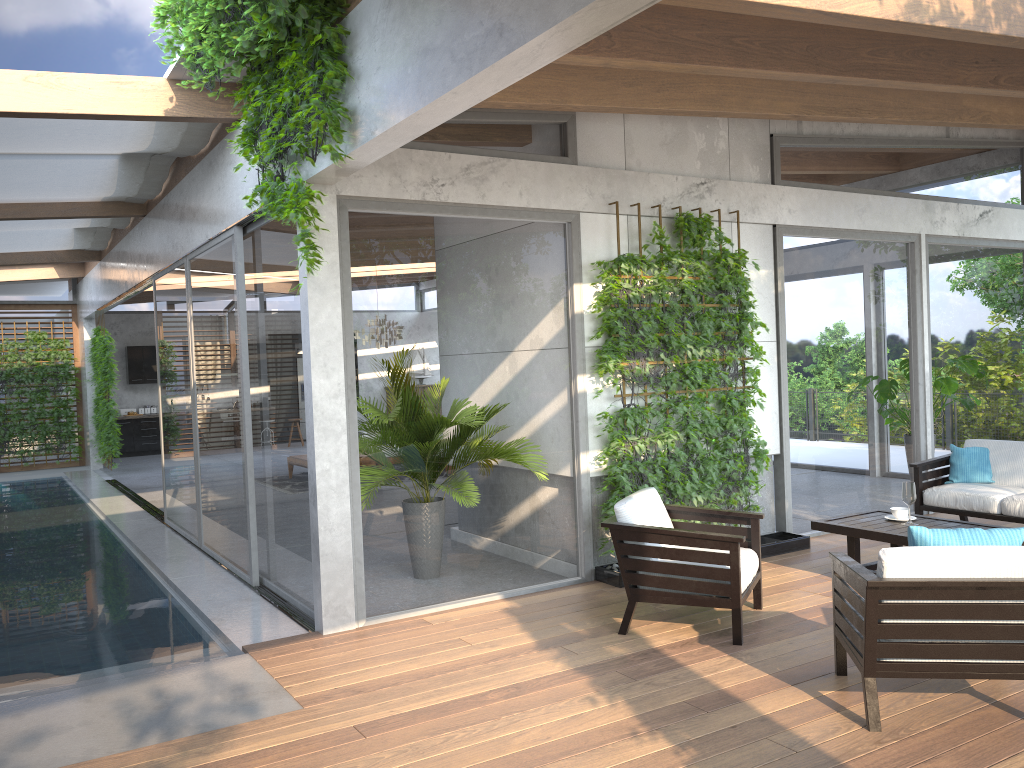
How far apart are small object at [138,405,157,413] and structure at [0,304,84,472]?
2.0 meters

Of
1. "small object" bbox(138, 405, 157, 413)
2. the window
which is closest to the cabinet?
"small object" bbox(138, 405, 157, 413)

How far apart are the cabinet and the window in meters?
0.9

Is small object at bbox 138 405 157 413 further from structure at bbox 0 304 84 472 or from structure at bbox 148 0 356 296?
structure at bbox 148 0 356 296

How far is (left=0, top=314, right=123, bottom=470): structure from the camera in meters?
15.0

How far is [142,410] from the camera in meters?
18.8 m

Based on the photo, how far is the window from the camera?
5.65m

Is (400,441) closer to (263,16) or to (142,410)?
(263,16)

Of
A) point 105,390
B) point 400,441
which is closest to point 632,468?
point 400,441

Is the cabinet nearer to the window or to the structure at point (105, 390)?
the window
